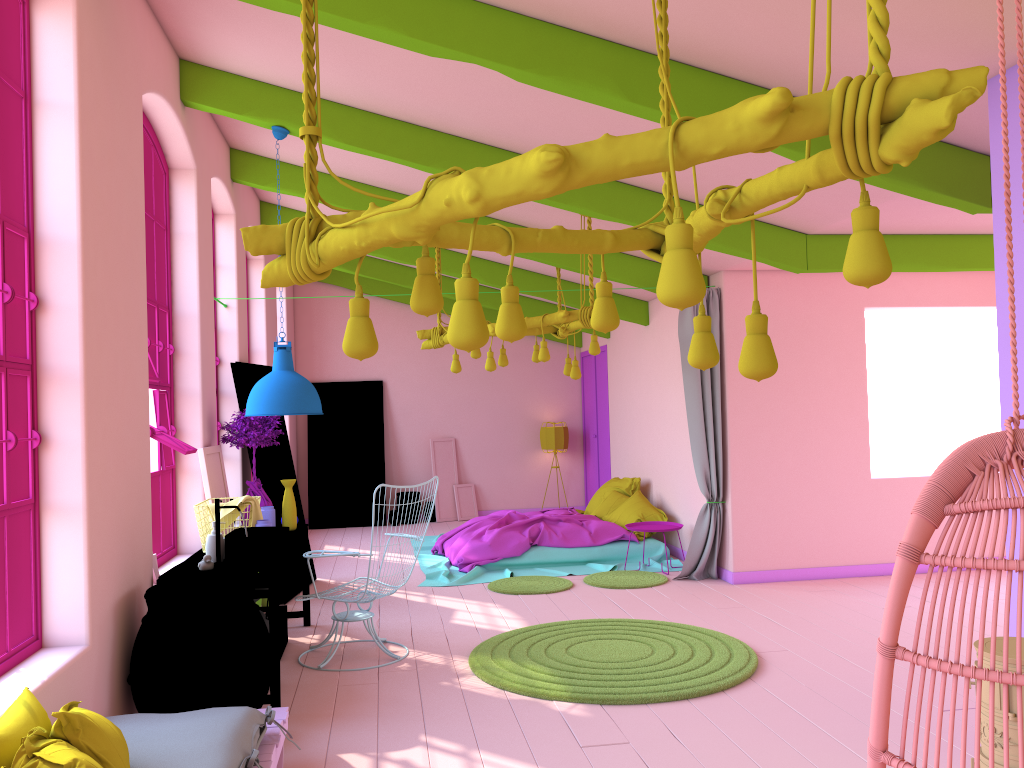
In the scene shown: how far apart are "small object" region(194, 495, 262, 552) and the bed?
3.0m

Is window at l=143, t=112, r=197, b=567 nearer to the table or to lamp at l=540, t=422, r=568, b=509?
the table

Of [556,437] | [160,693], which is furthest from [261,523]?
[556,437]

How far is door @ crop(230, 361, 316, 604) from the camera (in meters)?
8.00

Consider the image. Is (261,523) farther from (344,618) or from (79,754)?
(79,754)

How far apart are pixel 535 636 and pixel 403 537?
5.90m

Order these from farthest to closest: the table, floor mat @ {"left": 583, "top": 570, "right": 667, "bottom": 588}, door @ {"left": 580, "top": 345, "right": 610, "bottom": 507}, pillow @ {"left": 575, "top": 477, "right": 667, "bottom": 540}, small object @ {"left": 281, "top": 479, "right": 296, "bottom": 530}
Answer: door @ {"left": 580, "top": 345, "right": 610, "bottom": 507}
pillow @ {"left": 575, "top": 477, "right": 667, "bottom": 540}
floor mat @ {"left": 583, "top": 570, "right": 667, "bottom": 588}
small object @ {"left": 281, "top": 479, "right": 296, "bottom": 530}
the table

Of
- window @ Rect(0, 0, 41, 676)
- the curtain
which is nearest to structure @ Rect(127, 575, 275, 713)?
window @ Rect(0, 0, 41, 676)

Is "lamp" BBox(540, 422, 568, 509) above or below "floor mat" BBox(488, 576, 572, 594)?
above

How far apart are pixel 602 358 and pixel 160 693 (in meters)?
9.45
